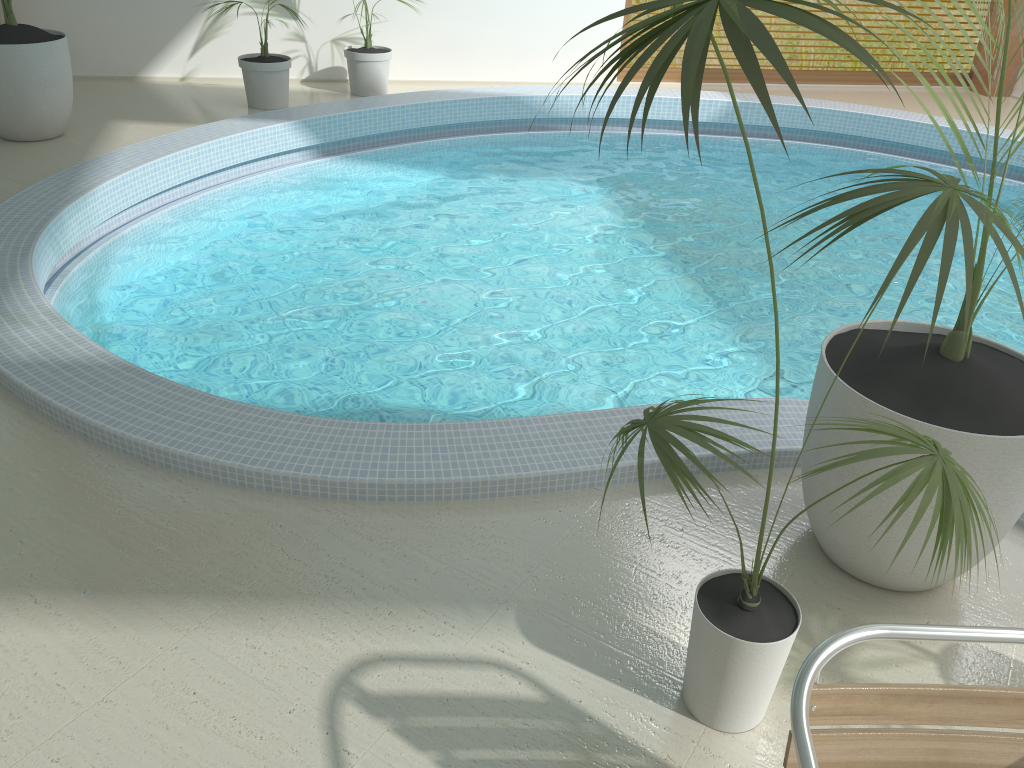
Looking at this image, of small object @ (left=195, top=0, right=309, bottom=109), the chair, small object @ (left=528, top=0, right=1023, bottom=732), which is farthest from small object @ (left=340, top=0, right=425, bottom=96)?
the chair

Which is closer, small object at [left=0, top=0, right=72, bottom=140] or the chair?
the chair

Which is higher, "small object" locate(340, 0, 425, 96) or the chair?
the chair

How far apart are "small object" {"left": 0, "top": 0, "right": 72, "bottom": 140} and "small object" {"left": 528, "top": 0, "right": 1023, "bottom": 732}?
5.37m

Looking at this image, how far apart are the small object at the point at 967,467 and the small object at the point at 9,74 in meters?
5.4

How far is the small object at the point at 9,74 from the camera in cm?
564

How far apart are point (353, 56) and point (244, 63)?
1.0 meters

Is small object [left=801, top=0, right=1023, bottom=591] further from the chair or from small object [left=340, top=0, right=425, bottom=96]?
small object [left=340, top=0, right=425, bottom=96]

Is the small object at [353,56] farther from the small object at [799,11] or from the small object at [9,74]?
the small object at [799,11]

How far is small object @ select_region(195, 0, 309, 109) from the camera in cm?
690
